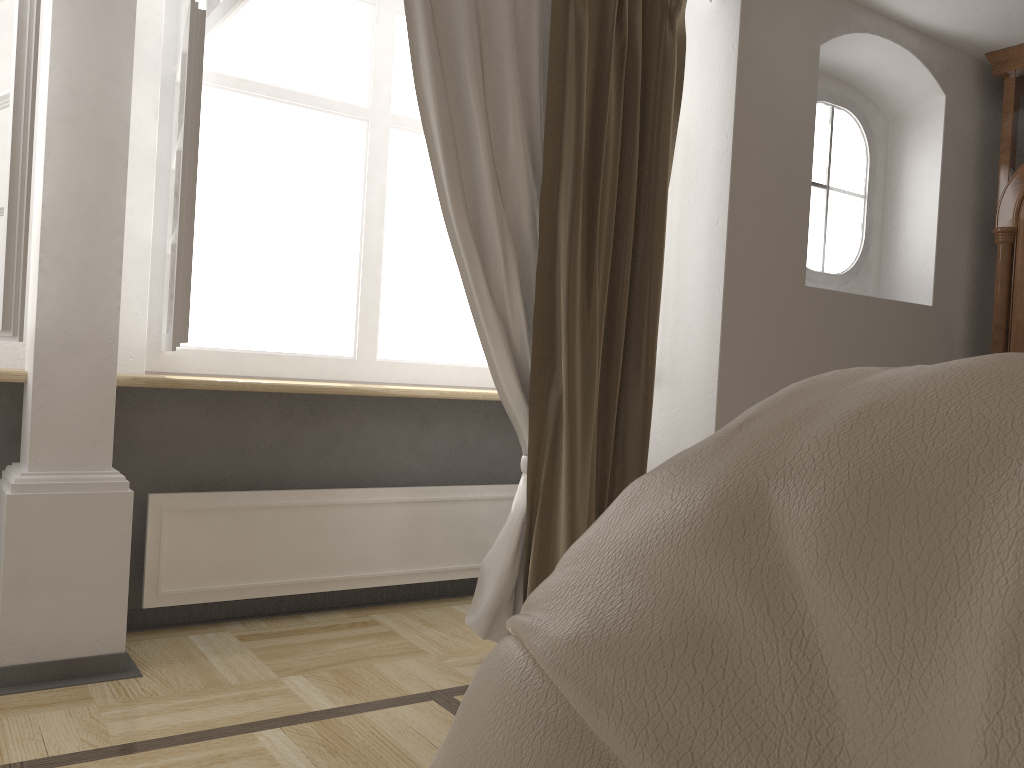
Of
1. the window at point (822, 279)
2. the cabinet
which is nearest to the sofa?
the window at point (822, 279)

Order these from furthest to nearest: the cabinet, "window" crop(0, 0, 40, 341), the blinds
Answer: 1. the cabinet
2. the blinds
3. "window" crop(0, 0, 40, 341)

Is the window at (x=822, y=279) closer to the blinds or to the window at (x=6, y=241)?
the blinds

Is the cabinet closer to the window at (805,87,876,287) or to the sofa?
the window at (805,87,876,287)

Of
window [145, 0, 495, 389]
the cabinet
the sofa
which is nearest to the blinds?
window [145, 0, 495, 389]

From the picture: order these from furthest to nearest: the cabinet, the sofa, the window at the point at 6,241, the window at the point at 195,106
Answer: the cabinet, the window at the point at 195,106, the window at the point at 6,241, the sofa

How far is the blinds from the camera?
2.6 meters

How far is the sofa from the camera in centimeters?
32cm

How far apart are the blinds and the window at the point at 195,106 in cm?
45

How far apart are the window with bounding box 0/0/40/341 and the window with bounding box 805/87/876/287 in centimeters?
272cm
